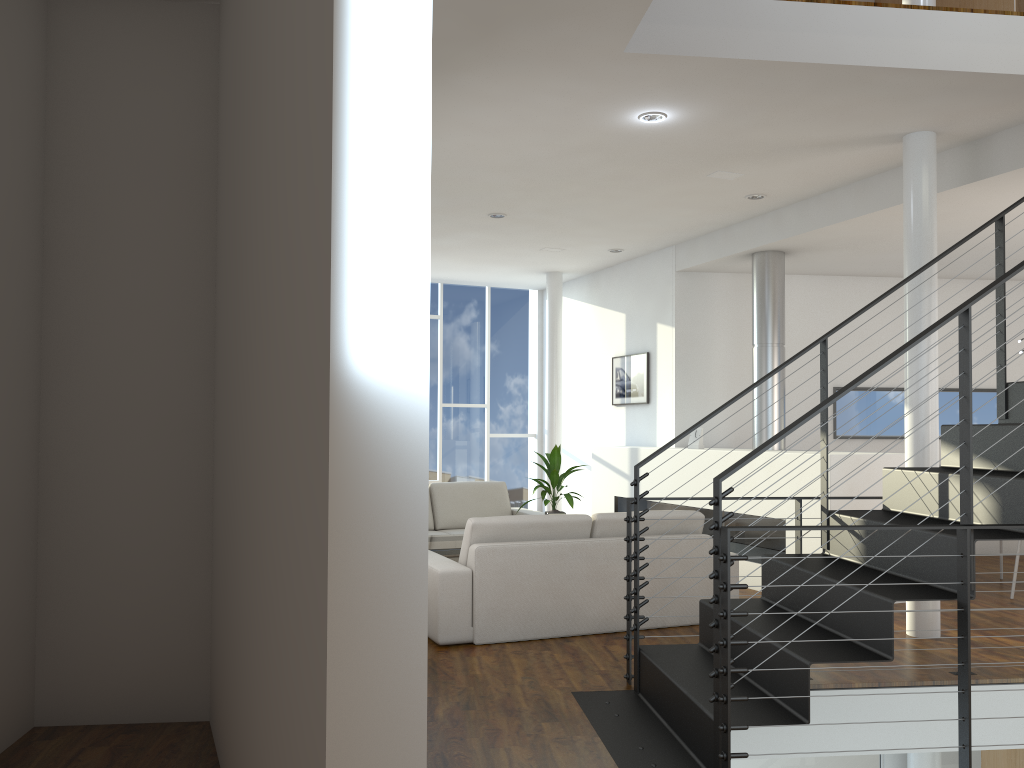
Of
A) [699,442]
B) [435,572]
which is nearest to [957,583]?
[435,572]

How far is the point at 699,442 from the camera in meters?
6.3

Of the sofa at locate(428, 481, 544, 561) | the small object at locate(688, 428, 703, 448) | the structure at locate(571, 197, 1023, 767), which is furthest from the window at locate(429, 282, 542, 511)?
the structure at locate(571, 197, 1023, 767)

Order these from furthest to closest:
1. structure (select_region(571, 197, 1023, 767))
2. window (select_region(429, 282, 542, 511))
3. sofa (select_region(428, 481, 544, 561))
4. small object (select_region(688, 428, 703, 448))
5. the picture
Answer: Result: window (select_region(429, 282, 542, 511)) < the picture < sofa (select_region(428, 481, 544, 561)) < small object (select_region(688, 428, 703, 448)) < structure (select_region(571, 197, 1023, 767))

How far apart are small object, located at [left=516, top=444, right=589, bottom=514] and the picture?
1.64m

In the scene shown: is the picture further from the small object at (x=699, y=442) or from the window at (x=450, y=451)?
the window at (x=450, y=451)

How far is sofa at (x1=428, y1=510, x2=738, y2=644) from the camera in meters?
4.0 m

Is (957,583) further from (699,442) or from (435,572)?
(699,442)

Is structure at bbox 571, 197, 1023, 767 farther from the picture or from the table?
the picture

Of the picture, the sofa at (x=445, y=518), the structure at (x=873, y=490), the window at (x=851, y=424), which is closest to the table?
the sofa at (x=445, y=518)
